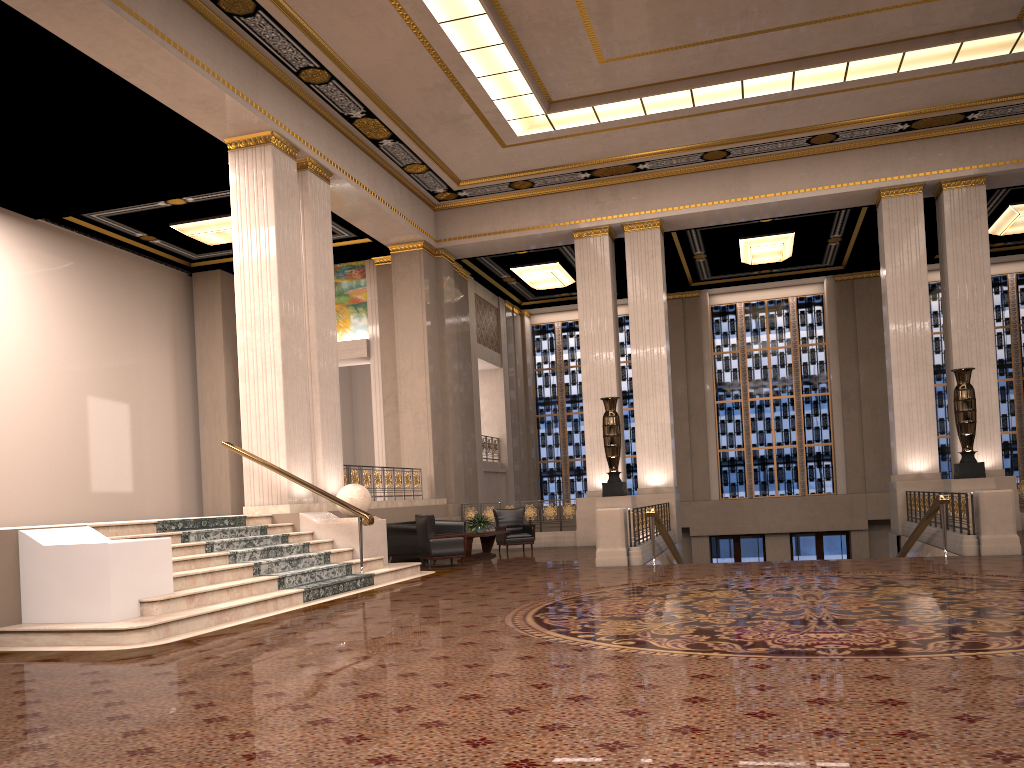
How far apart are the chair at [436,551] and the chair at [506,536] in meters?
2.9

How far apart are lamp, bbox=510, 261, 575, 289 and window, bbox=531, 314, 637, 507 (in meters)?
3.19

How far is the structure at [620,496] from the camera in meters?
15.8

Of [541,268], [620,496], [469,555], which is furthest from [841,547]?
[469,555]

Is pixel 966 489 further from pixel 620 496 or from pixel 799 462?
pixel 799 462

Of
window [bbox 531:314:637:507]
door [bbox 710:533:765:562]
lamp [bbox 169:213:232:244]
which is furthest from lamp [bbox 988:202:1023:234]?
lamp [bbox 169:213:232:244]

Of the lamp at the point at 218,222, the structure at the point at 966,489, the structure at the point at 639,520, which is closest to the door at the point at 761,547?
the structure at the point at 639,520

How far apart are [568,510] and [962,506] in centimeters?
801cm

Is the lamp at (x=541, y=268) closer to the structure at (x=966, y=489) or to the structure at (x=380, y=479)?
the structure at (x=380, y=479)

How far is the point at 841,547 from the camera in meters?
22.6
